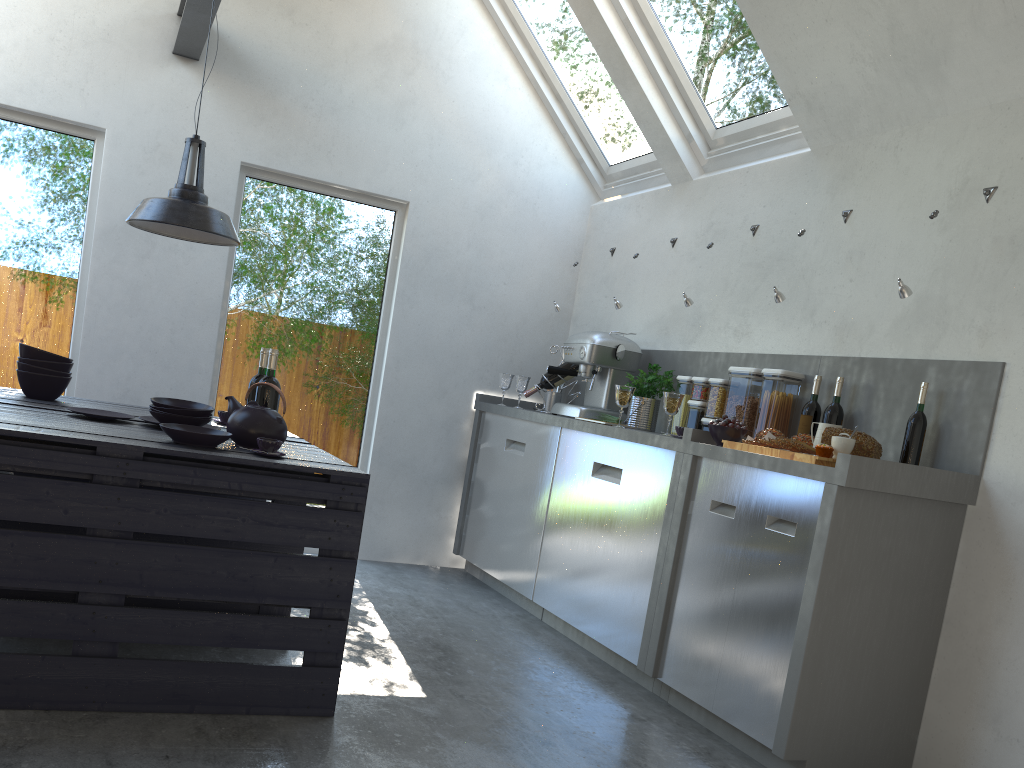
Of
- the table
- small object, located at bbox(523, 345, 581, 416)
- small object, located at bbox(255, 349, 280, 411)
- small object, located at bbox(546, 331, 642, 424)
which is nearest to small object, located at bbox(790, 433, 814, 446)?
small object, located at bbox(546, 331, 642, 424)

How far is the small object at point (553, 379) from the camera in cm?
503

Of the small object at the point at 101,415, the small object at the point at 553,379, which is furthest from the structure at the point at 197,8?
the small object at the point at 553,379

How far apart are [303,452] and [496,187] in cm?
280

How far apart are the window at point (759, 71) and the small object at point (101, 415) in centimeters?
308cm

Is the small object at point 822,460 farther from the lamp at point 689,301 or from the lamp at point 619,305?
the lamp at point 619,305

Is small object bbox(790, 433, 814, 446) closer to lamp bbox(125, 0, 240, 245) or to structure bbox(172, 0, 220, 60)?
lamp bbox(125, 0, 240, 245)

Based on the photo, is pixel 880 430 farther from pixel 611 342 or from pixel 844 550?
pixel 611 342

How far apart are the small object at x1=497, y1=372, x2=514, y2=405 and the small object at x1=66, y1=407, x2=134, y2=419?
2.5m

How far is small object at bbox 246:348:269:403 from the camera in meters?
3.3 m
